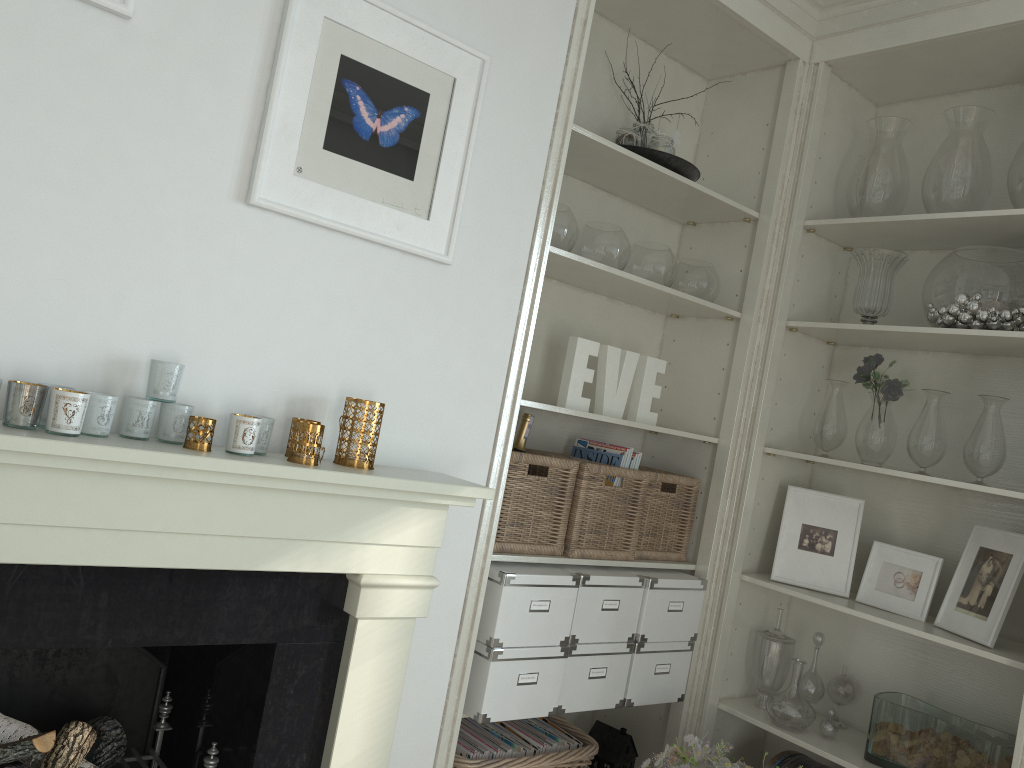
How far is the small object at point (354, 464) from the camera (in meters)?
1.81

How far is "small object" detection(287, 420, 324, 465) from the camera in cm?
168

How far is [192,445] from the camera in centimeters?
158cm

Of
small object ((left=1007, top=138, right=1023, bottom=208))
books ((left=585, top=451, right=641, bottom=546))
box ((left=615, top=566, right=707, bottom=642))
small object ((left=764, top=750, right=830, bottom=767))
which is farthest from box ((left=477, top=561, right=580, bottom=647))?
small object ((left=1007, top=138, right=1023, bottom=208))

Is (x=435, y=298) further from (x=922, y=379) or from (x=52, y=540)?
(x=922, y=379)

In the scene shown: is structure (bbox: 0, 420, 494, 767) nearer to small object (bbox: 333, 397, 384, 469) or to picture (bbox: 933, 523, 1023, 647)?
small object (bbox: 333, 397, 384, 469)

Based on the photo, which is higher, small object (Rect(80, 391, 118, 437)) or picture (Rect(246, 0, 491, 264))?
picture (Rect(246, 0, 491, 264))

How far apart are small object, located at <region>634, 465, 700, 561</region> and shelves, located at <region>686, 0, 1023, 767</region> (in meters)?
0.12

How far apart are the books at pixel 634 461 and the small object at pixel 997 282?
0.9m

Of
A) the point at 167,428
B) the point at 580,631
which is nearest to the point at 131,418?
the point at 167,428
